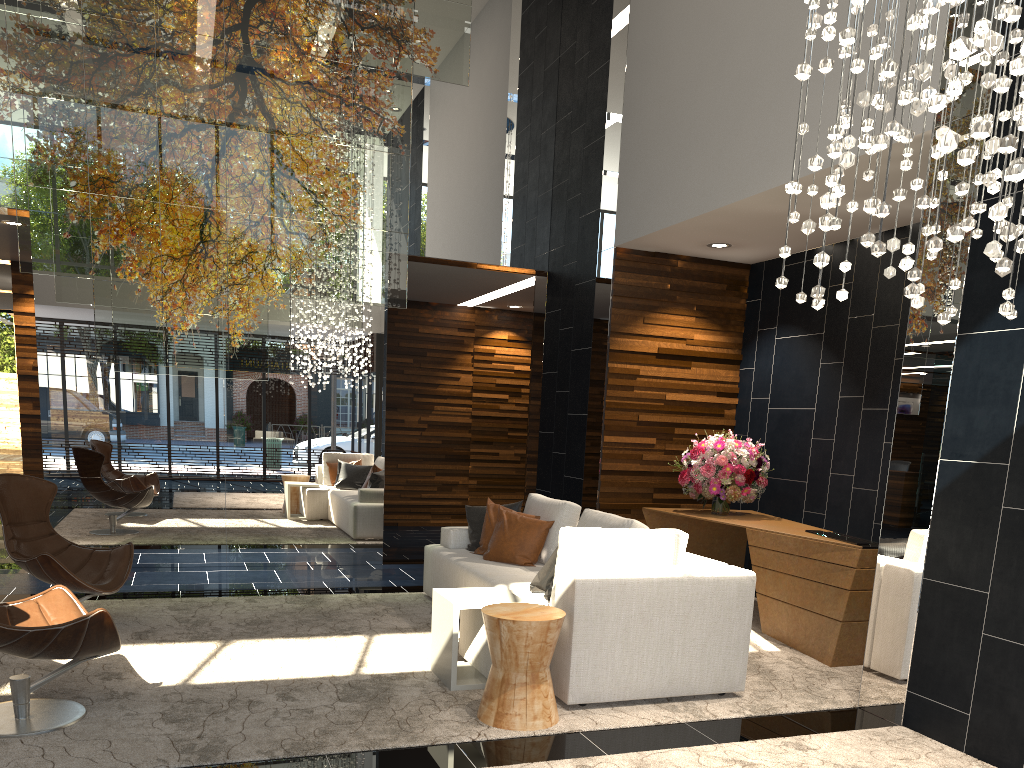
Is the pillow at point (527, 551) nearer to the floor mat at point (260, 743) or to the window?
the floor mat at point (260, 743)

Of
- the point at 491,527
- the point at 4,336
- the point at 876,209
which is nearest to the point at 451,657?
the point at 491,527

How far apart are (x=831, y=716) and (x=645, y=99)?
4.8m

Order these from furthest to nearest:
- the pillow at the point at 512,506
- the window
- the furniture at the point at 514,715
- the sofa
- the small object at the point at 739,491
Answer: the window
the small object at the point at 739,491
the pillow at the point at 512,506
the sofa
the furniture at the point at 514,715

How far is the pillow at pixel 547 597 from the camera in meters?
4.6

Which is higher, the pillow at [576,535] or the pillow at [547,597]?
the pillow at [576,535]

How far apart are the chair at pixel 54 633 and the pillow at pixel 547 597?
2.10m

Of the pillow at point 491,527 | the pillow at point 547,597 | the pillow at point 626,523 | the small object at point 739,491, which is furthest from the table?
the small object at point 739,491

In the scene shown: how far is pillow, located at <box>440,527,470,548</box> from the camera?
6.35m

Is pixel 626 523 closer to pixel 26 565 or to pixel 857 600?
pixel 857 600
